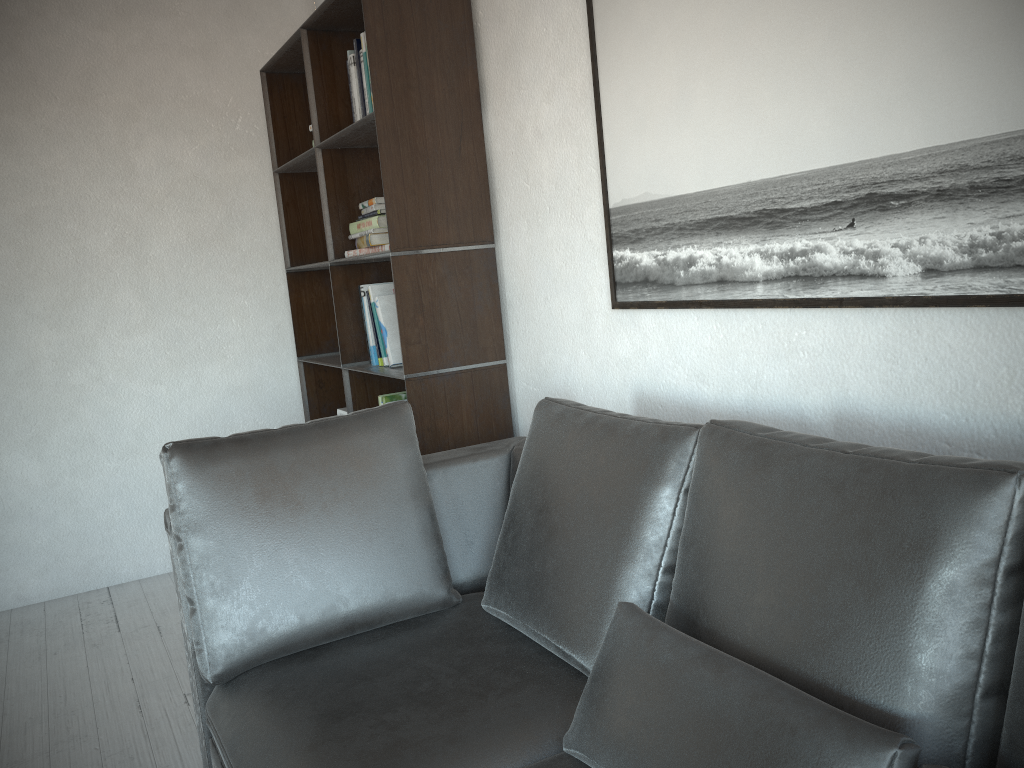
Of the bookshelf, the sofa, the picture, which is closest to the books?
the bookshelf

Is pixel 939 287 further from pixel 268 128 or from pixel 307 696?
pixel 268 128

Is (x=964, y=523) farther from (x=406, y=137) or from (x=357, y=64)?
(x=357, y=64)

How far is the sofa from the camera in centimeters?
107cm

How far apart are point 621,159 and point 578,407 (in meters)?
0.66

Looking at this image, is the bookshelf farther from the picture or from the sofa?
the picture

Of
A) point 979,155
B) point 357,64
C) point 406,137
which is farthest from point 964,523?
point 357,64

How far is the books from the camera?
2.93m

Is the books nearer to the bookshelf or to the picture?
the bookshelf

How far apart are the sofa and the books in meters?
0.7
